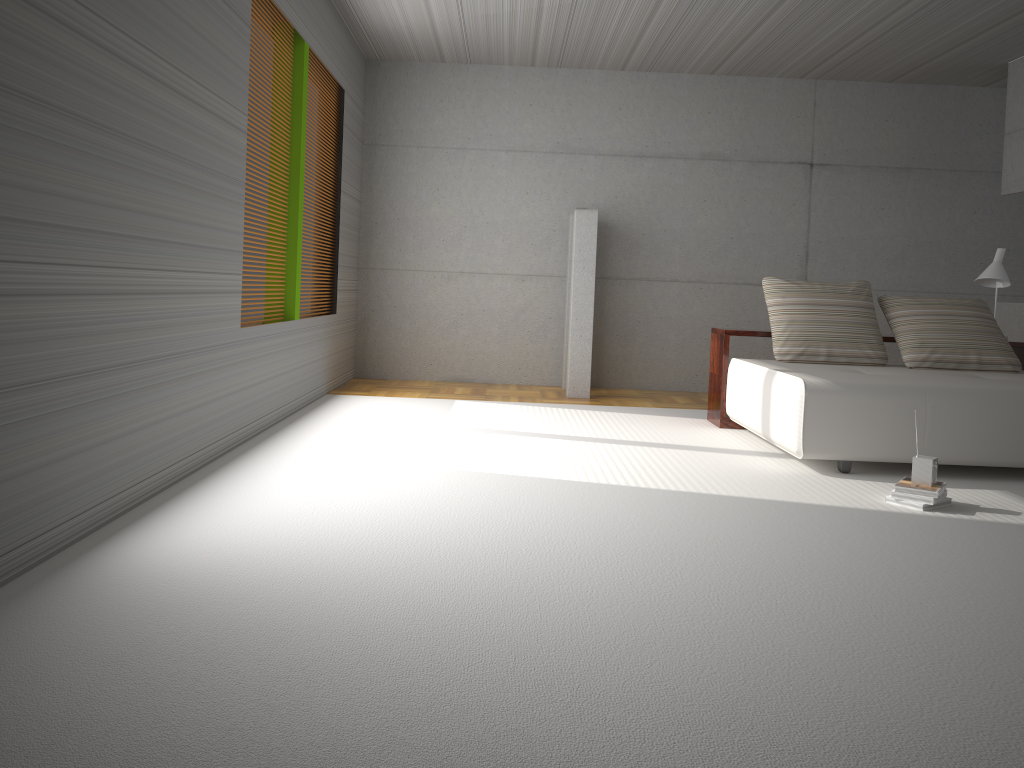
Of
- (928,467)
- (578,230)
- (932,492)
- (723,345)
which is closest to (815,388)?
(928,467)

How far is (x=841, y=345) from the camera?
6.07m

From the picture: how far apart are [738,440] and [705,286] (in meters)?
3.12

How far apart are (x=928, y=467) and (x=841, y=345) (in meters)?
2.00

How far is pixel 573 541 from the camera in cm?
340

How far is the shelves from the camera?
6.4m

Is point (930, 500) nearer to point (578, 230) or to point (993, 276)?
point (993, 276)

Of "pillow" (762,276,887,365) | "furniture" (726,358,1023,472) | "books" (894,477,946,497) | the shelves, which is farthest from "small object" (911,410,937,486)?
the shelves

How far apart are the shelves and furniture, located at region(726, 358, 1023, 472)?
0.1m

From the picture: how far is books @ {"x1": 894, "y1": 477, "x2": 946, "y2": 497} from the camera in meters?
4.1 m
